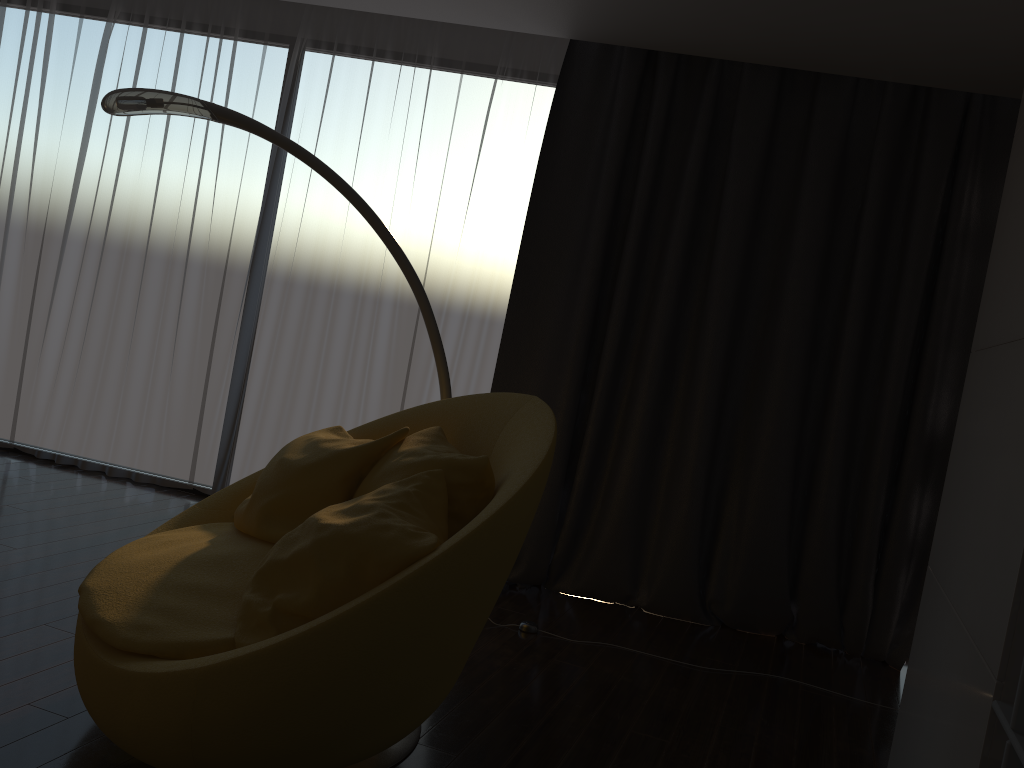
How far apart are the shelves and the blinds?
2.2m

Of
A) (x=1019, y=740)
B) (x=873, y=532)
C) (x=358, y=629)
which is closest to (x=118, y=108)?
(x=358, y=629)

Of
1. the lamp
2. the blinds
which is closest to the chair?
the lamp

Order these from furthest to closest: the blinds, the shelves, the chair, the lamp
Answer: the blinds
the lamp
the chair
the shelves

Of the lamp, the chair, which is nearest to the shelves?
the chair

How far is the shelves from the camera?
1.45m

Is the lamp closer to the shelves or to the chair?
the chair

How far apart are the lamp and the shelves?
2.15m

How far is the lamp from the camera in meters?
3.1 m

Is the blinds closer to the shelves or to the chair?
the chair
